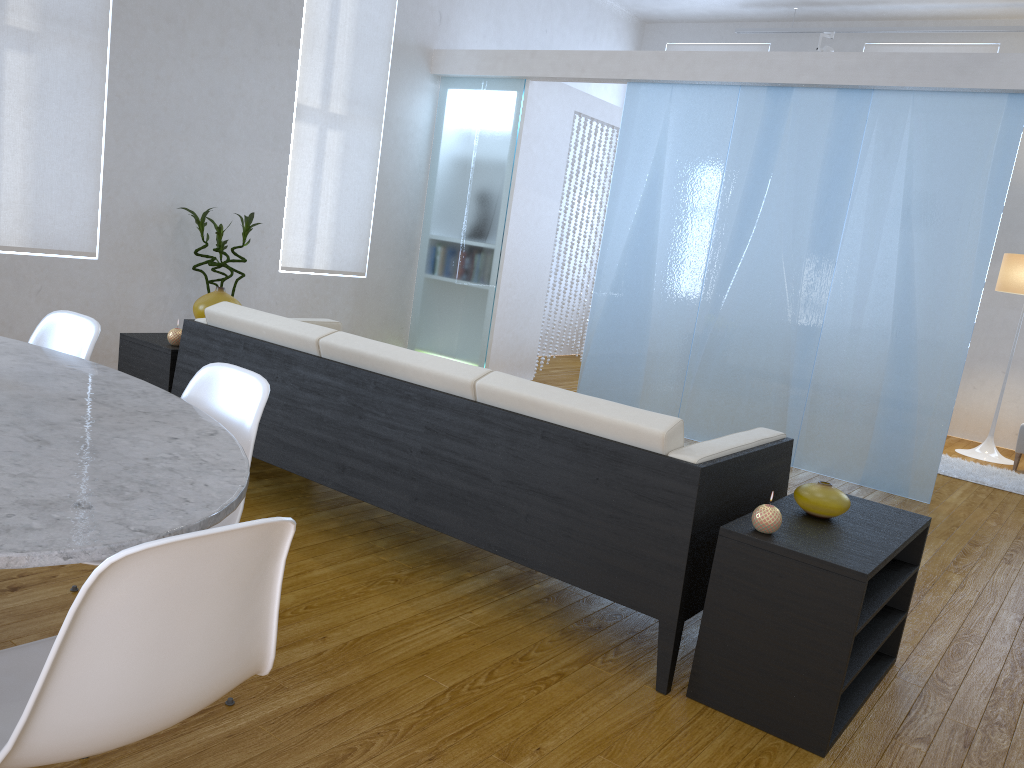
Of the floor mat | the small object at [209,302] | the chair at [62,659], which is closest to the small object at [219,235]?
the small object at [209,302]

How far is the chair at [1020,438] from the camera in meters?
6.0 m

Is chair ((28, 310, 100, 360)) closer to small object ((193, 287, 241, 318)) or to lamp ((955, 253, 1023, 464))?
small object ((193, 287, 241, 318))

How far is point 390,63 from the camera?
6.1m

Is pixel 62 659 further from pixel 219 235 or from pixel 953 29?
pixel 953 29

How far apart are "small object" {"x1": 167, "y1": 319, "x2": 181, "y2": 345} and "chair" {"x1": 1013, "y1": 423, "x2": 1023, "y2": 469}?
5.5 meters

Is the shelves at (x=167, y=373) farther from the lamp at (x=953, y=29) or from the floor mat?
the lamp at (x=953, y=29)

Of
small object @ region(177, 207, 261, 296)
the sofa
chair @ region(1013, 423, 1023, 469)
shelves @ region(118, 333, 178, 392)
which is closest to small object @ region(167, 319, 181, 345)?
shelves @ region(118, 333, 178, 392)

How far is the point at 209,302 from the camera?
3.7m

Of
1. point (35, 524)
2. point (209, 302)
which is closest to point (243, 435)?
point (35, 524)
